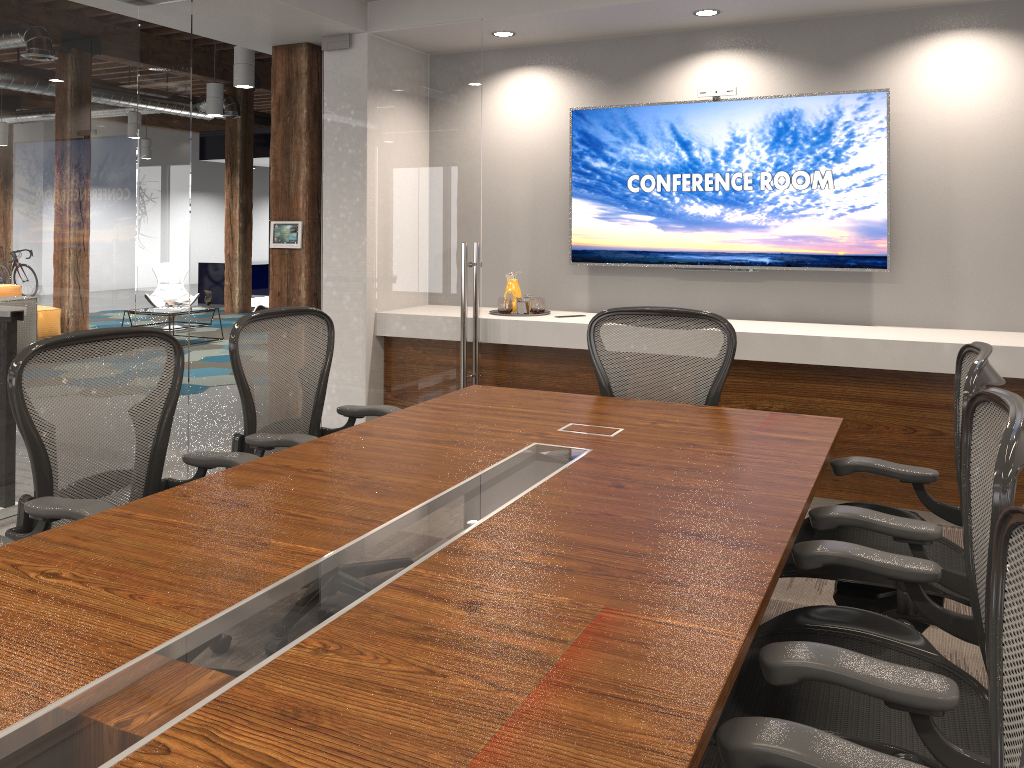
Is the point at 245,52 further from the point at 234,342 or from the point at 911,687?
the point at 911,687

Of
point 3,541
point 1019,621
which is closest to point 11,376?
point 3,541

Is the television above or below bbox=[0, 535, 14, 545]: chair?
above

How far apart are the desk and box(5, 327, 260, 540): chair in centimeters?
25cm

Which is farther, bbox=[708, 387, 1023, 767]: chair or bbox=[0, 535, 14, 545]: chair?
bbox=[0, 535, 14, 545]: chair

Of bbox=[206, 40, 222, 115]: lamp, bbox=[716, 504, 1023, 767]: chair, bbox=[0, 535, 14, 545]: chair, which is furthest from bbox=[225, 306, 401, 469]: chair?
bbox=[206, 40, 222, 115]: lamp

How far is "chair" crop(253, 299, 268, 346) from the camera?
10.0 meters

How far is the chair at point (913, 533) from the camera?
2.2m

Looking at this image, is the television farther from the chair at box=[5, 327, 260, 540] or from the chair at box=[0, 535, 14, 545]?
the chair at box=[0, 535, 14, 545]

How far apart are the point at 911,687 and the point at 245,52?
8.5m
